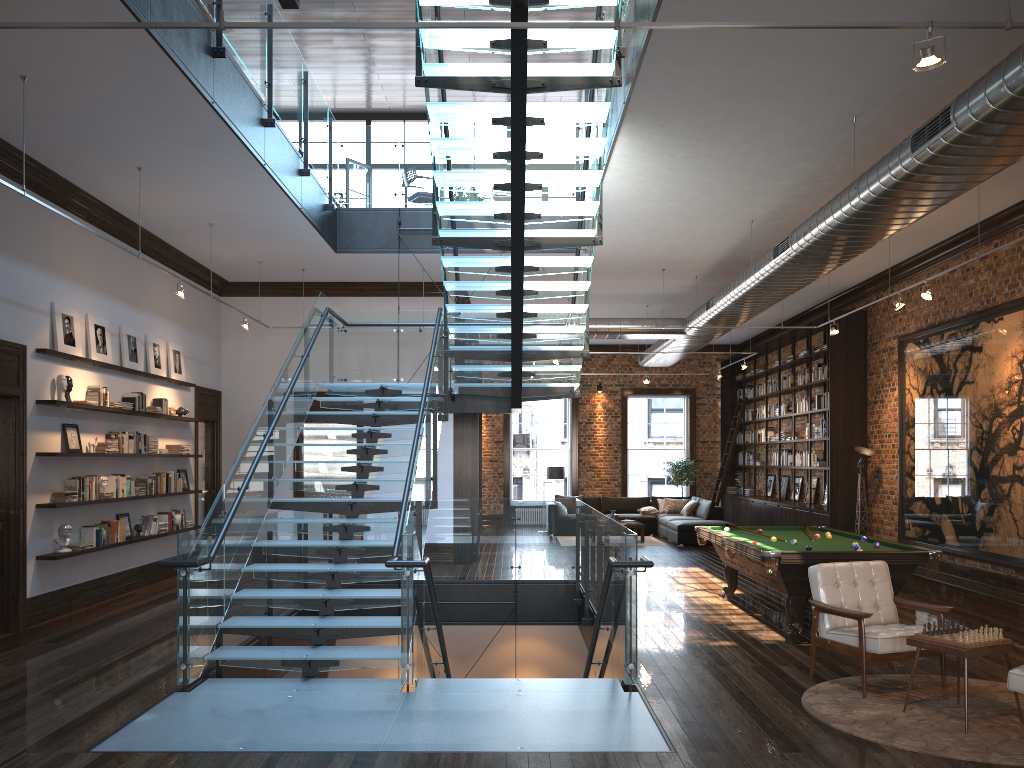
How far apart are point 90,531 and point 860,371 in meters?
11.3

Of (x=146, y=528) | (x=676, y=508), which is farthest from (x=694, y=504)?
(x=146, y=528)

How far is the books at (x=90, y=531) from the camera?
9.5m

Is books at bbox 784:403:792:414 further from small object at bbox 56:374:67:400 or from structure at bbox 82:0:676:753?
small object at bbox 56:374:67:400

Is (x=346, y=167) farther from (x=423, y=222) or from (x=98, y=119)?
(x=98, y=119)

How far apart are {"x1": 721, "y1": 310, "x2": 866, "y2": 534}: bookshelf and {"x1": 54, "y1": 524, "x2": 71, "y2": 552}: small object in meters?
10.9

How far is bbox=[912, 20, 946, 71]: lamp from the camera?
3.88m

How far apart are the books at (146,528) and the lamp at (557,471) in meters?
9.9

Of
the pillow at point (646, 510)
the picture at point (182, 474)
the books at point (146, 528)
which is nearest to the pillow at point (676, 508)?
the pillow at point (646, 510)

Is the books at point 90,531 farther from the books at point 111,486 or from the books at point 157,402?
the books at point 157,402
